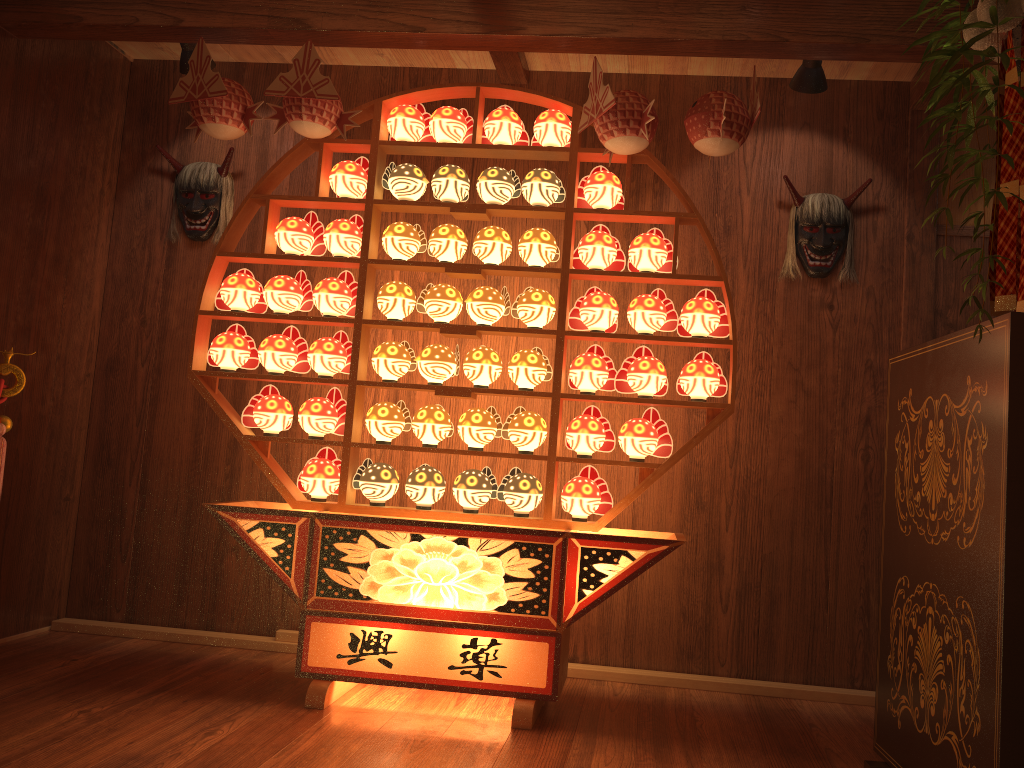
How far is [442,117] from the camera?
3.2m

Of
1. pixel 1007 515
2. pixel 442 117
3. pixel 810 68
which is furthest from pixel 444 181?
pixel 1007 515

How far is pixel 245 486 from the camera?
3.87m

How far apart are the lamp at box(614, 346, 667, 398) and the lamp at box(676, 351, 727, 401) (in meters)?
0.05

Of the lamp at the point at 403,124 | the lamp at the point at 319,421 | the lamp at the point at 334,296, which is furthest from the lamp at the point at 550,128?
the lamp at the point at 319,421

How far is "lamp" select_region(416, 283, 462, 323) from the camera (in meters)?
3.16

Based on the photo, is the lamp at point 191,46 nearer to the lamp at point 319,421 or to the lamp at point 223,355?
the lamp at point 223,355

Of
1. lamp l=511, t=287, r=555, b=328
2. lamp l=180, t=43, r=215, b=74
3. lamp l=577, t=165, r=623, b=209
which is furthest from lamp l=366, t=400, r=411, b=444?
lamp l=180, t=43, r=215, b=74

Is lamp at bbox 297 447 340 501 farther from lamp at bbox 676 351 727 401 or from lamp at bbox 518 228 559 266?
lamp at bbox 676 351 727 401

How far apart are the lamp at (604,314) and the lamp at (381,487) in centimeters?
83cm
